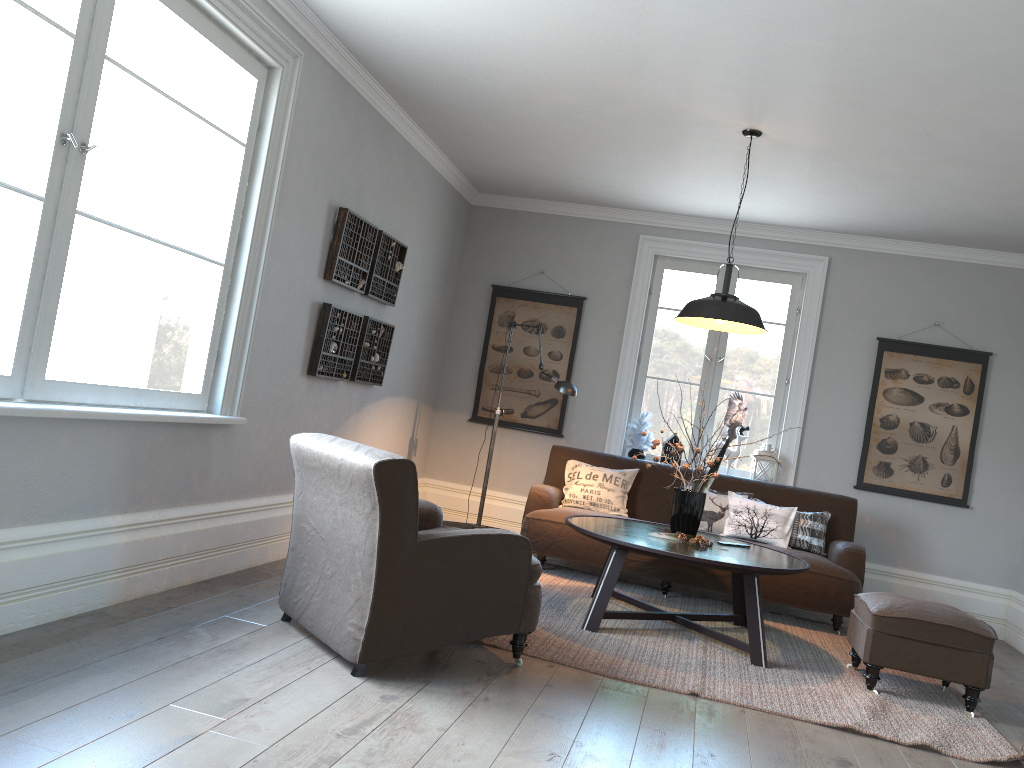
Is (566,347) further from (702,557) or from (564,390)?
(702,557)

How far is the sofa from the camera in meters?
5.3

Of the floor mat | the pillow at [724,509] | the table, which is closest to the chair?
the floor mat

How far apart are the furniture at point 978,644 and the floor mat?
0.03m

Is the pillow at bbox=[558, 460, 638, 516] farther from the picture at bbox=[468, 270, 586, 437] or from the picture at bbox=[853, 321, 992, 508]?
the picture at bbox=[853, 321, 992, 508]

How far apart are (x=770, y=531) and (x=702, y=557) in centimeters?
175cm

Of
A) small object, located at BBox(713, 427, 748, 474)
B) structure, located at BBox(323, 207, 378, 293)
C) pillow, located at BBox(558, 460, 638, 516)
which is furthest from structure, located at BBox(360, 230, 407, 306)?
small object, located at BBox(713, 427, 748, 474)

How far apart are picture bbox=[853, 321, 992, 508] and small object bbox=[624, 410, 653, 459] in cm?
157

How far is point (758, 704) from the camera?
3.6 meters

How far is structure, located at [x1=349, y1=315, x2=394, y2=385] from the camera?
5.5 meters
